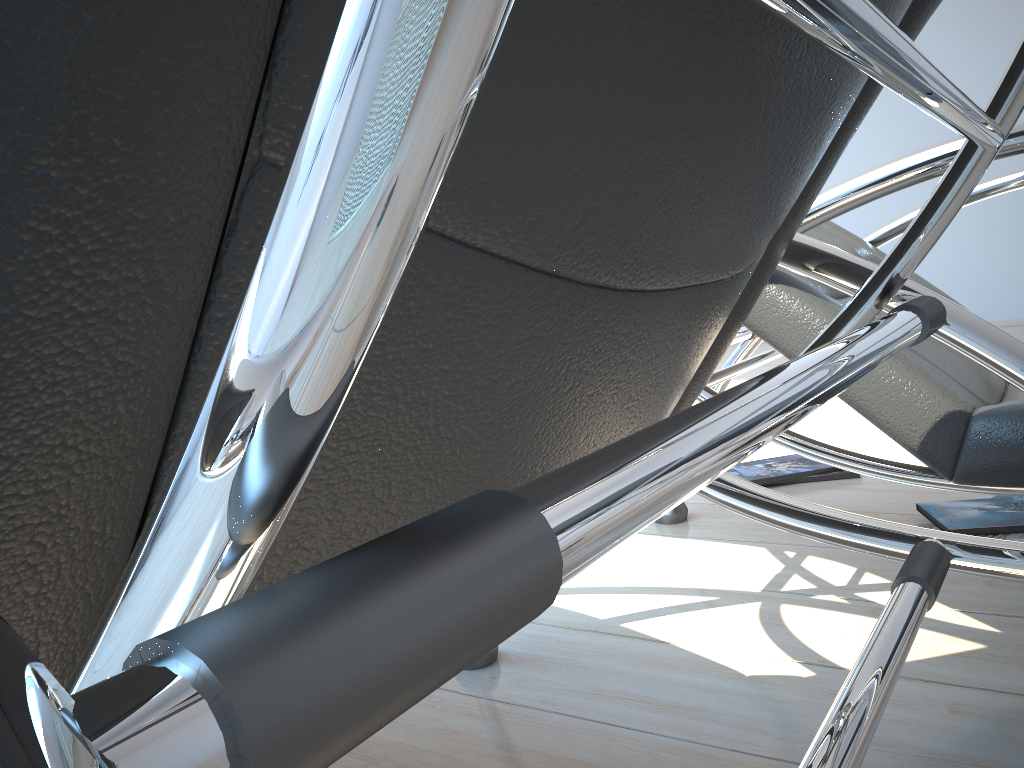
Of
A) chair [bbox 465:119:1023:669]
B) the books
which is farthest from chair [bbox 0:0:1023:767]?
the books

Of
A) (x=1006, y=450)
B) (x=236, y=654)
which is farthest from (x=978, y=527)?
(x=236, y=654)

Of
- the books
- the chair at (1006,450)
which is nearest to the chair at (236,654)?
the chair at (1006,450)

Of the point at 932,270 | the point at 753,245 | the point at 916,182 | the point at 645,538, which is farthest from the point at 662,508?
the point at 932,270

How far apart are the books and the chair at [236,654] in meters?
1.0

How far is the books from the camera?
1.6m

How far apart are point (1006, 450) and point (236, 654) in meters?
1.0

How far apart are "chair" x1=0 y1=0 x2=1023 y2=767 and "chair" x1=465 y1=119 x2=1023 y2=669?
0.2m

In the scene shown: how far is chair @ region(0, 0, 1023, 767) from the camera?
0.13m

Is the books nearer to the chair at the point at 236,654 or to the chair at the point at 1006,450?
the chair at the point at 1006,450
